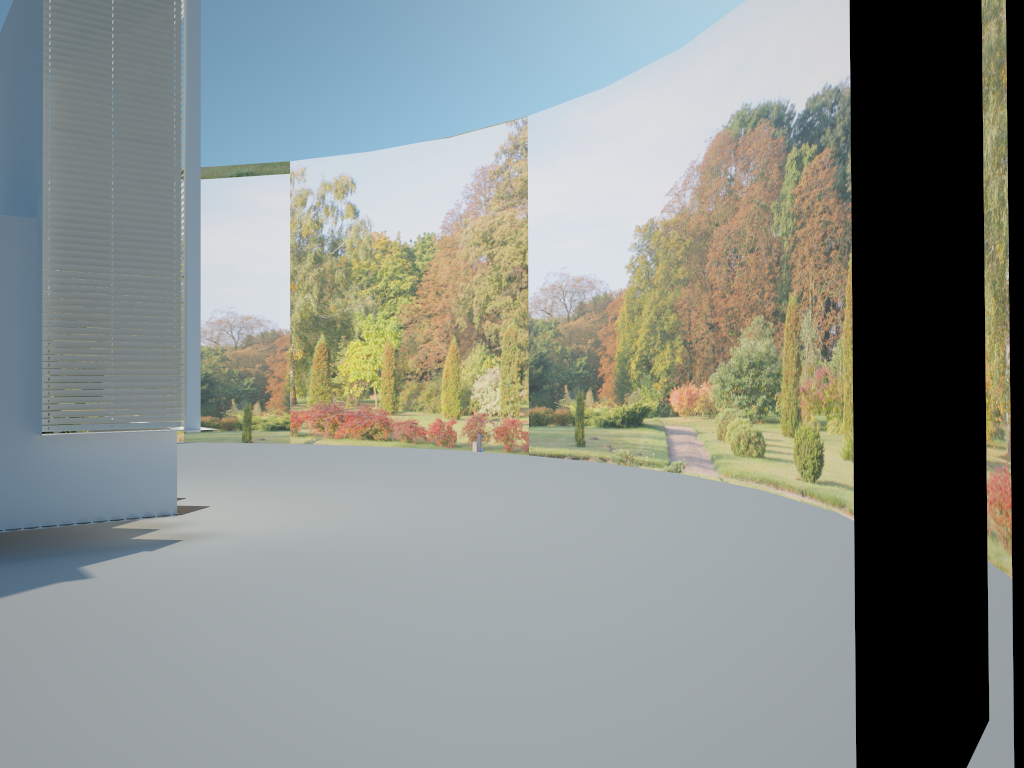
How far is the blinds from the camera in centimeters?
763cm

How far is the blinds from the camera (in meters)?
7.63

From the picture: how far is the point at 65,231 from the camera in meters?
7.6
